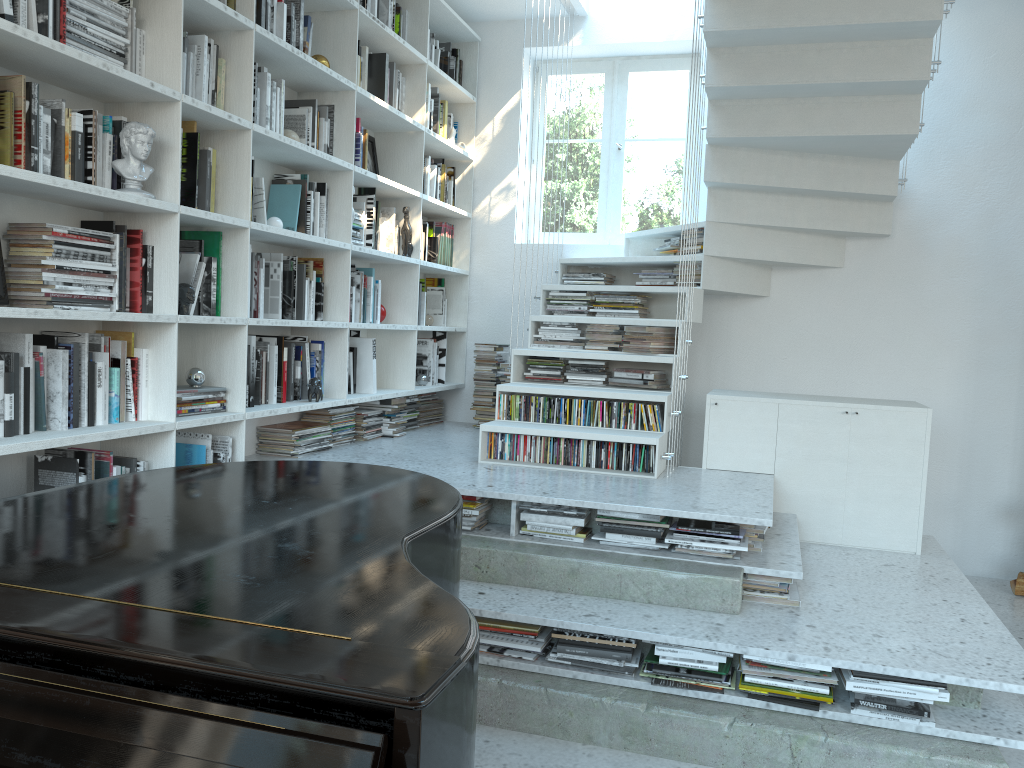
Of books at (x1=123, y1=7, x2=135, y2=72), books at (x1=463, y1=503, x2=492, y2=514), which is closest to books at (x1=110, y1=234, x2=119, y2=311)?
books at (x1=123, y1=7, x2=135, y2=72)

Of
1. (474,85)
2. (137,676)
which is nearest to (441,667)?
(137,676)

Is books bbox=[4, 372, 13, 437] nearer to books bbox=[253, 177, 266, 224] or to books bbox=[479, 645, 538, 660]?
books bbox=[253, 177, 266, 224]

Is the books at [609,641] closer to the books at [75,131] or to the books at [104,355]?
the books at [104,355]

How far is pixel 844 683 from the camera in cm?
269

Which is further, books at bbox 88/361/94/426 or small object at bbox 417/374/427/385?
small object at bbox 417/374/427/385

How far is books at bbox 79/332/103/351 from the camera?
2.88m

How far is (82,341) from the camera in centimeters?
278cm

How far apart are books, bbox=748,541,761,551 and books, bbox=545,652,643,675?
0.8m

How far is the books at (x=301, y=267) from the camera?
4.0 meters
